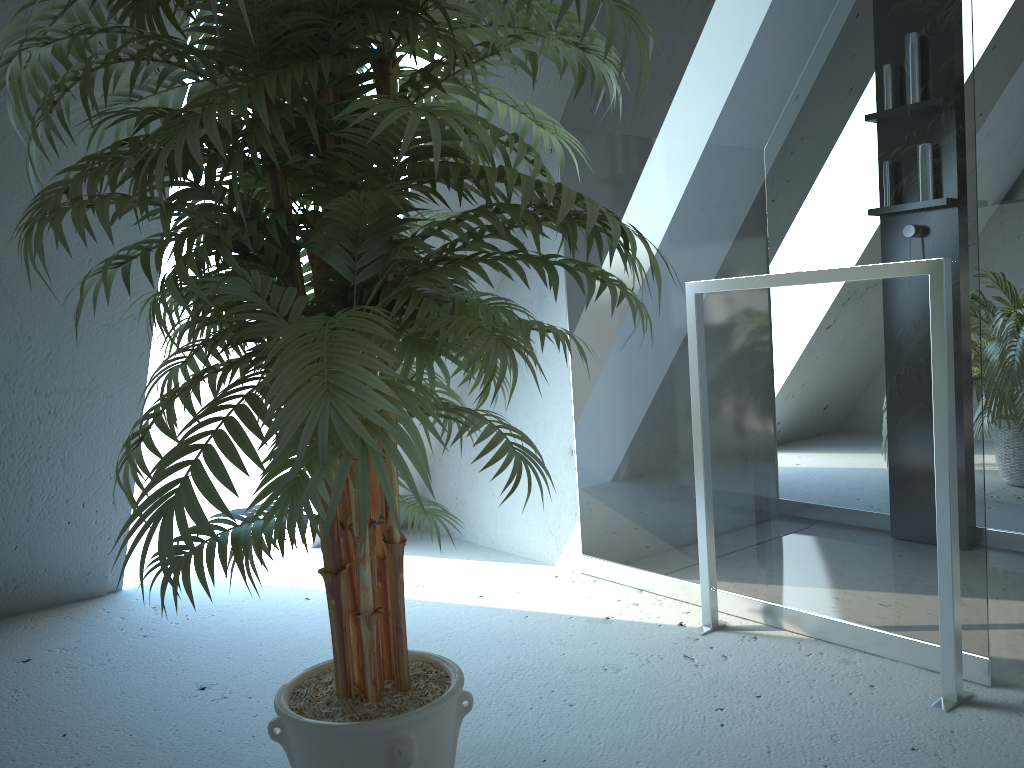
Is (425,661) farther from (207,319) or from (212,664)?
(212,664)

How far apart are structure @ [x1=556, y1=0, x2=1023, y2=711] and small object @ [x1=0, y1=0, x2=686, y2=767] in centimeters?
59cm

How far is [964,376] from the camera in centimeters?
177cm

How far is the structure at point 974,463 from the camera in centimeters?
177cm

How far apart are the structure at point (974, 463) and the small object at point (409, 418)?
0.6m

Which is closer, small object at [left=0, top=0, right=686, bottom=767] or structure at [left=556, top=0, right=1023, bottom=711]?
small object at [left=0, top=0, right=686, bottom=767]

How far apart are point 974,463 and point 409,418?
1.3m

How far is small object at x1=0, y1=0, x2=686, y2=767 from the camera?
0.9m

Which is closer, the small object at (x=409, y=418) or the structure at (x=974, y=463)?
the small object at (x=409, y=418)
